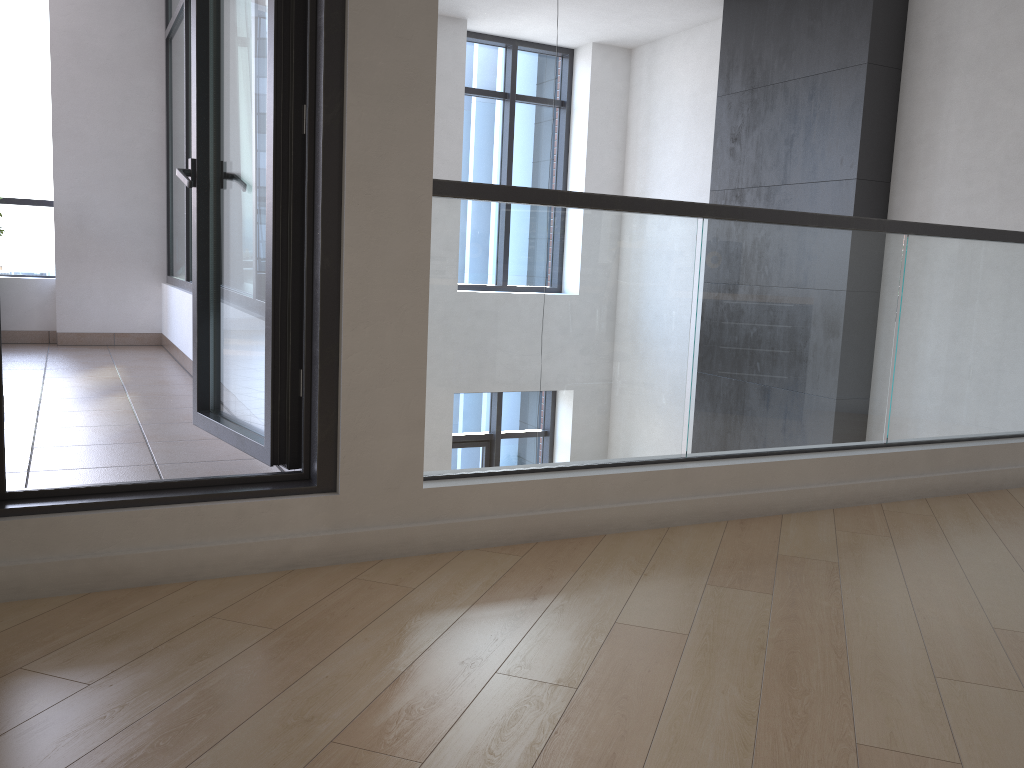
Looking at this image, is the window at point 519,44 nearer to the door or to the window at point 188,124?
the window at point 188,124

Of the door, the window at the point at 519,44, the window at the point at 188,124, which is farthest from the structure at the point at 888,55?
the door

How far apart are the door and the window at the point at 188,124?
2.9 meters

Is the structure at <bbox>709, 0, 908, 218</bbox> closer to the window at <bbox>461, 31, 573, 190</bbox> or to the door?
the window at <bbox>461, 31, 573, 190</bbox>

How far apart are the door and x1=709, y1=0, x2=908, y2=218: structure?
4.3 meters

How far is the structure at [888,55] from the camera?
5.8m

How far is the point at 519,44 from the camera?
8.5m

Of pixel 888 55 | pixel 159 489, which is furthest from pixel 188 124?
pixel 888 55

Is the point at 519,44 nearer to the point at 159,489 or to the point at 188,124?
the point at 188,124

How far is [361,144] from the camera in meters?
2.4
